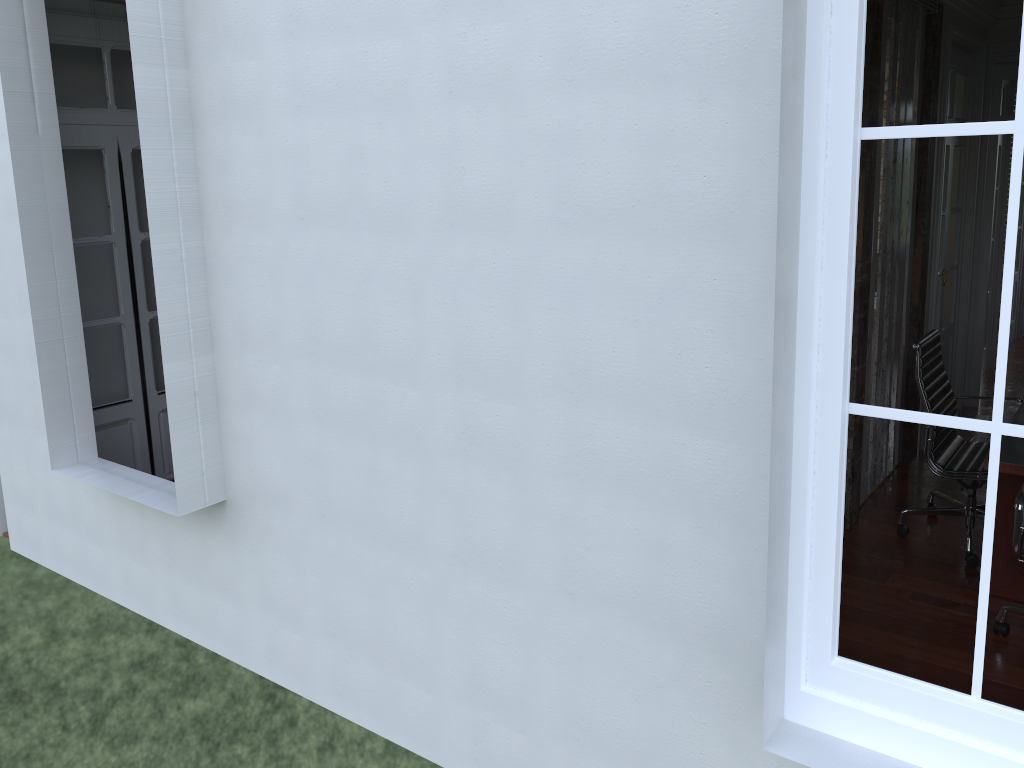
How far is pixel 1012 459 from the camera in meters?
3.5

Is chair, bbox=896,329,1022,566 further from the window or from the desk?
the window

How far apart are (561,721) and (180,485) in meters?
1.6

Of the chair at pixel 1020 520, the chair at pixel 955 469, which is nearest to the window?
the chair at pixel 1020 520

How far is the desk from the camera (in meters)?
3.48

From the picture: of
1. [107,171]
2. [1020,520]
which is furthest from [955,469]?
[107,171]

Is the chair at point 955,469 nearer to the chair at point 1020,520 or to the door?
the chair at point 1020,520

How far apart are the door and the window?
3.9 meters

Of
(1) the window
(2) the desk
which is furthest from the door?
(2) the desk

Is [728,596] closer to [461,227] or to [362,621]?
[461,227]
